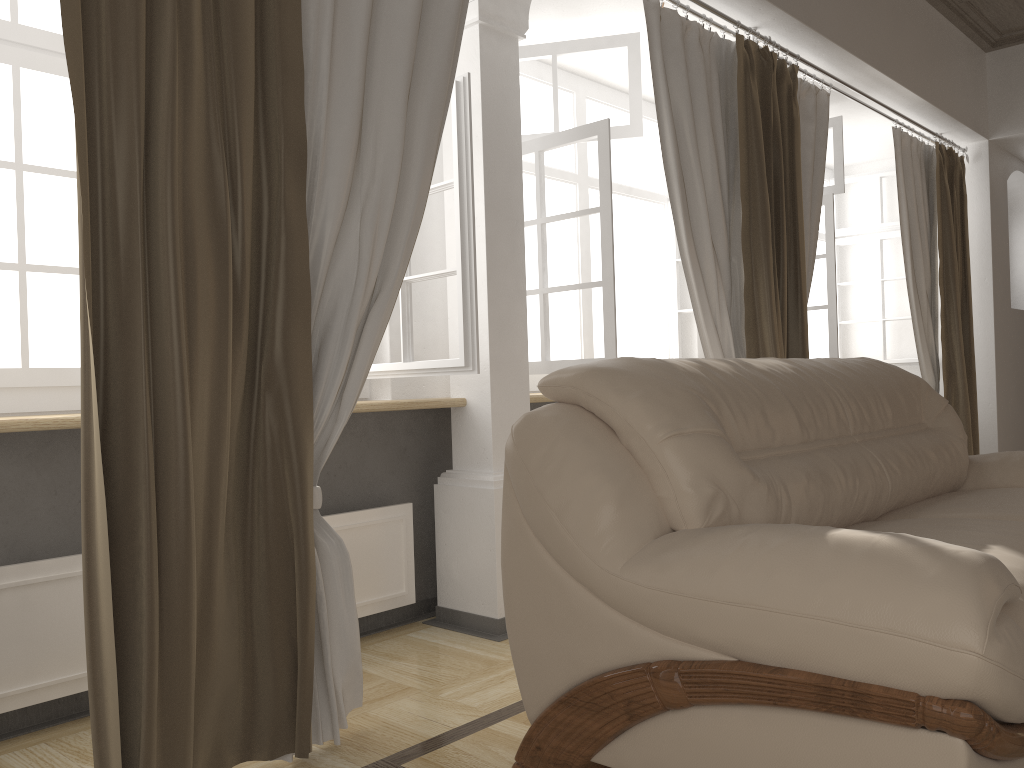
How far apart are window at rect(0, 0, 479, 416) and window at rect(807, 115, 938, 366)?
2.7 meters

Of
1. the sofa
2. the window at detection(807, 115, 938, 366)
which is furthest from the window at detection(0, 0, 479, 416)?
the window at detection(807, 115, 938, 366)

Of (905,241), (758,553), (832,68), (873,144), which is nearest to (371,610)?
(758,553)

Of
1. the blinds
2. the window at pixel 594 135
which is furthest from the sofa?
the window at pixel 594 135

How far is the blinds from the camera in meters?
1.7

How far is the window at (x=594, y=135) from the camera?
3.2m

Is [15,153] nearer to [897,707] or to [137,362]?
[137,362]

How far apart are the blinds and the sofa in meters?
0.4

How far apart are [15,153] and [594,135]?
1.9 meters

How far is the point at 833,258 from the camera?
4.66m
